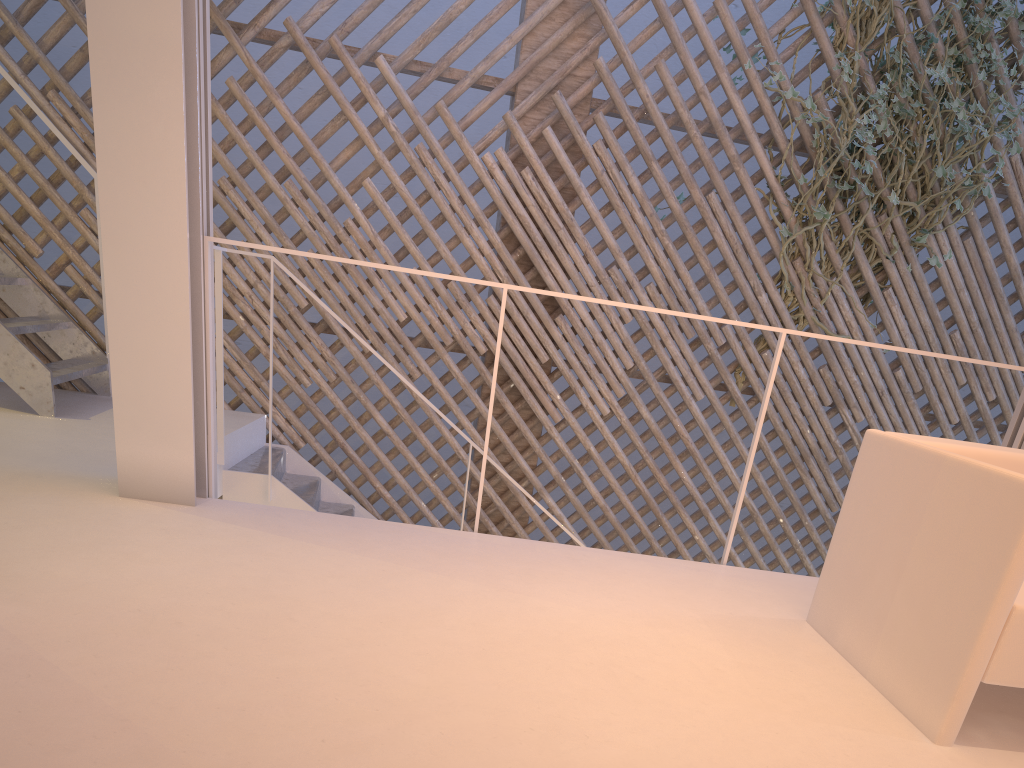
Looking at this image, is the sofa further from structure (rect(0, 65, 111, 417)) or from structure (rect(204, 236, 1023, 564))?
structure (rect(0, 65, 111, 417))

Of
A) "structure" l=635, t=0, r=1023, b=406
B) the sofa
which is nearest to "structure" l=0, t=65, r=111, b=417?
the sofa

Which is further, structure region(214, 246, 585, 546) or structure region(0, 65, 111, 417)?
structure region(214, 246, 585, 546)

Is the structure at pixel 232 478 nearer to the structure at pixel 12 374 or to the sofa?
the structure at pixel 12 374

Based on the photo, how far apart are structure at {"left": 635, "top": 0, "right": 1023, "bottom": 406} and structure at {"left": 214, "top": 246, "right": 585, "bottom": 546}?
1.5 meters

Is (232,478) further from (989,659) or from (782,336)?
(989,659)

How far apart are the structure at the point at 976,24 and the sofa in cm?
179

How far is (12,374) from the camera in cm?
236

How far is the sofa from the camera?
1.0 meters

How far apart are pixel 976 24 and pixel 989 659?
2.8m
